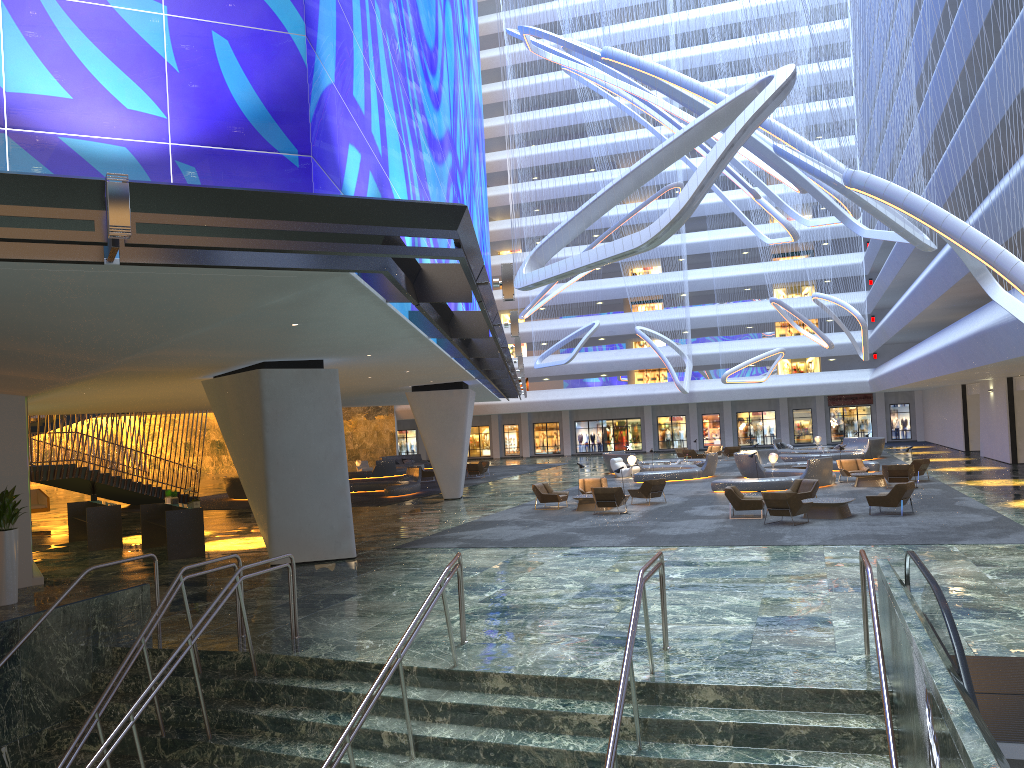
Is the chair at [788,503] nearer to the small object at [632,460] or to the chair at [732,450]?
the small object at [632,460]

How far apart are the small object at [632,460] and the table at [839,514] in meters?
17.0

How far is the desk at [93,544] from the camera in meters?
22.1

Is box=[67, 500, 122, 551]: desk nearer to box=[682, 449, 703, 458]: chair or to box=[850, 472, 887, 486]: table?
box=[850, 472, 887, 486]: table

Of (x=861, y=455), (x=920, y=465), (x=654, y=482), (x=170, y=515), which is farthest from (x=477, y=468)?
(x=170, y=515)

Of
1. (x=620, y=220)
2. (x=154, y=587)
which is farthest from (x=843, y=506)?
(x=620, y=220)

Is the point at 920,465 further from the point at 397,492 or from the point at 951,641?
the point at 951,641

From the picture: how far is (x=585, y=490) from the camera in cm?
2794

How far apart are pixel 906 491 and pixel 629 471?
18.4 meters

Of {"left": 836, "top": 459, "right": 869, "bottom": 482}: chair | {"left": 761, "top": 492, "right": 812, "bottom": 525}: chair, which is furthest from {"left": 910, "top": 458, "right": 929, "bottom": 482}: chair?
{"left": 761, "top": 492, "right": 812, "bottom": 525}: chair
